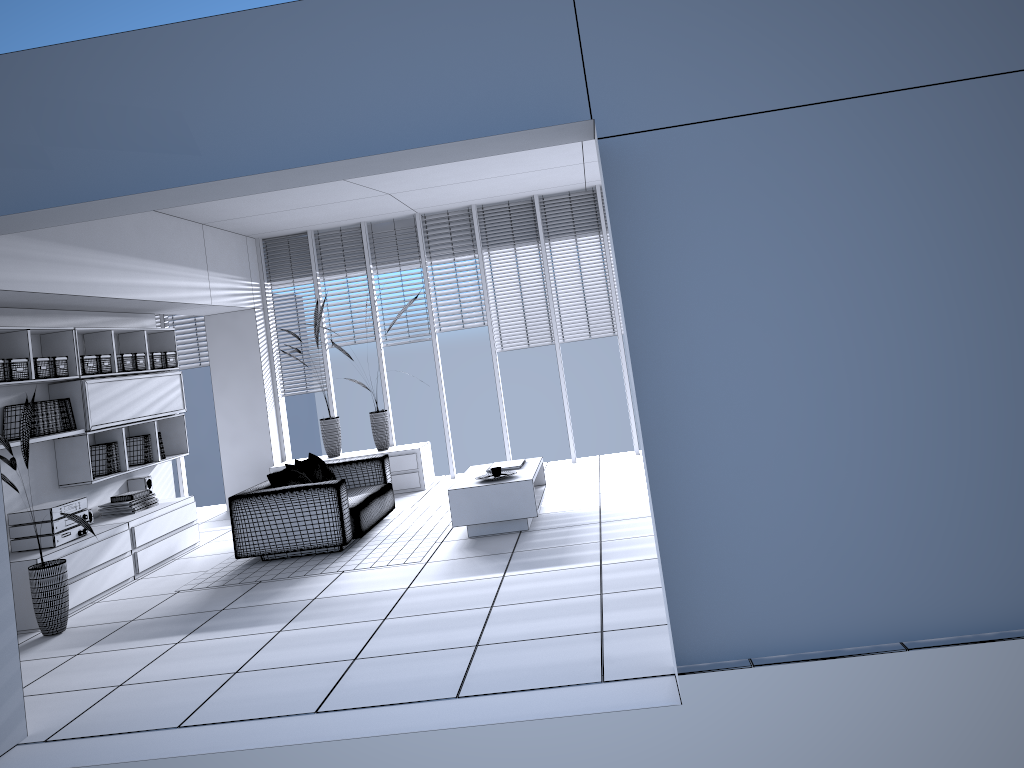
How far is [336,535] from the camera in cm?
686

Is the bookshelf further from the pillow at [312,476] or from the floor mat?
the pillow at [312,476]

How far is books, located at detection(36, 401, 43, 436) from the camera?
6.6 meters

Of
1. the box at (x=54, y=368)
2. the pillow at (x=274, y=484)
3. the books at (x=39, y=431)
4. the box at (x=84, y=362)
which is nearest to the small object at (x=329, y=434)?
the pillow at (x=274, y=484)

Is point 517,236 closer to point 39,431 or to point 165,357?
point 165,357

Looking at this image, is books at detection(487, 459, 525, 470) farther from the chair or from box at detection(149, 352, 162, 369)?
box at detection(149, 352, 162, 369)

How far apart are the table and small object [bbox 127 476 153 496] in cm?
302

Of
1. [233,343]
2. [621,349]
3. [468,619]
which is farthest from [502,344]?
[468,619]

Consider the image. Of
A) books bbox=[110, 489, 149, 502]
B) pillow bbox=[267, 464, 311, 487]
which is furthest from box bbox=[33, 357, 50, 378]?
pillow bbox=[267, 464, 311, 487]

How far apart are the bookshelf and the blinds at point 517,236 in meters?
3.5 m
